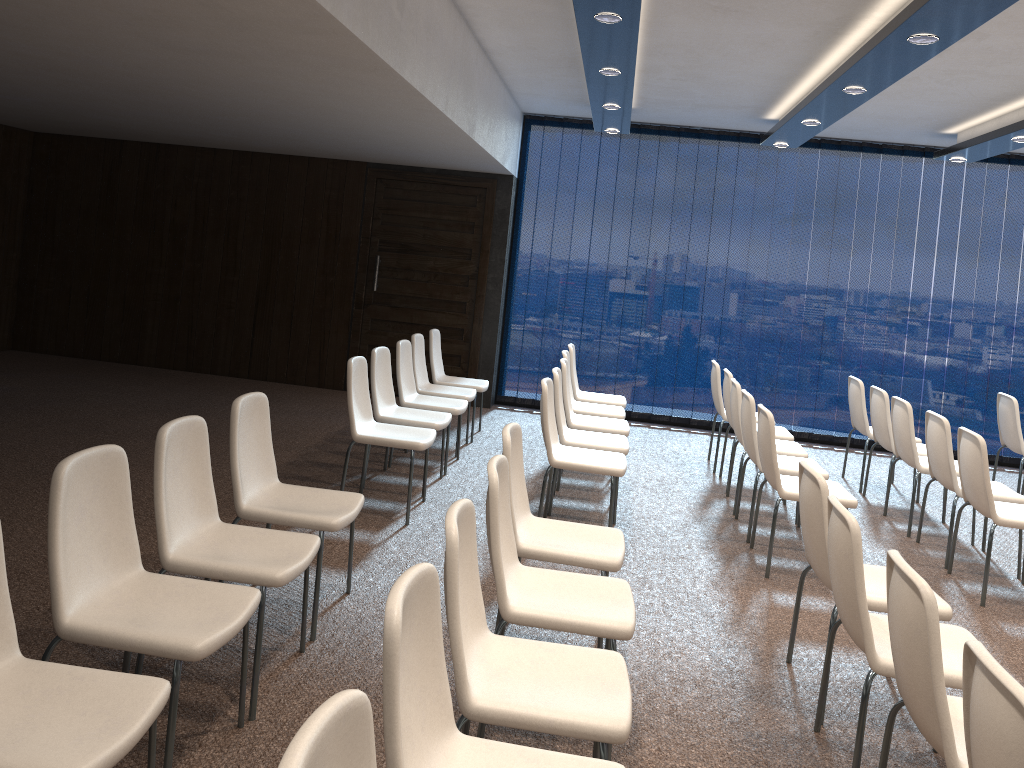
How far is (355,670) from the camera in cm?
348

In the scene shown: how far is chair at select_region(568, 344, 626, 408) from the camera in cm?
753

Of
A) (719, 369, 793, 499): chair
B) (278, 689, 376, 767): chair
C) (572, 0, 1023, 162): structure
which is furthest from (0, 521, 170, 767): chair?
(719, 369, 793, 499): chair

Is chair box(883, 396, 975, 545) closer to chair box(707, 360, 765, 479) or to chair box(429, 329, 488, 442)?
chair box(707, 360, 765, 479)

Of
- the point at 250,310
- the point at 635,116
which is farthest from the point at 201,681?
the point at 635,116

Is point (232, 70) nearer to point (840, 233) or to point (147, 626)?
point (147, 626)

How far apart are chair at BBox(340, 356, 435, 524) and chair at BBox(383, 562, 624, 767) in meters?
3.1

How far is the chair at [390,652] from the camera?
1.80m

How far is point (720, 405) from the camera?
7.4m

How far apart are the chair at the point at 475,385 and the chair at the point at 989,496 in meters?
3.8
